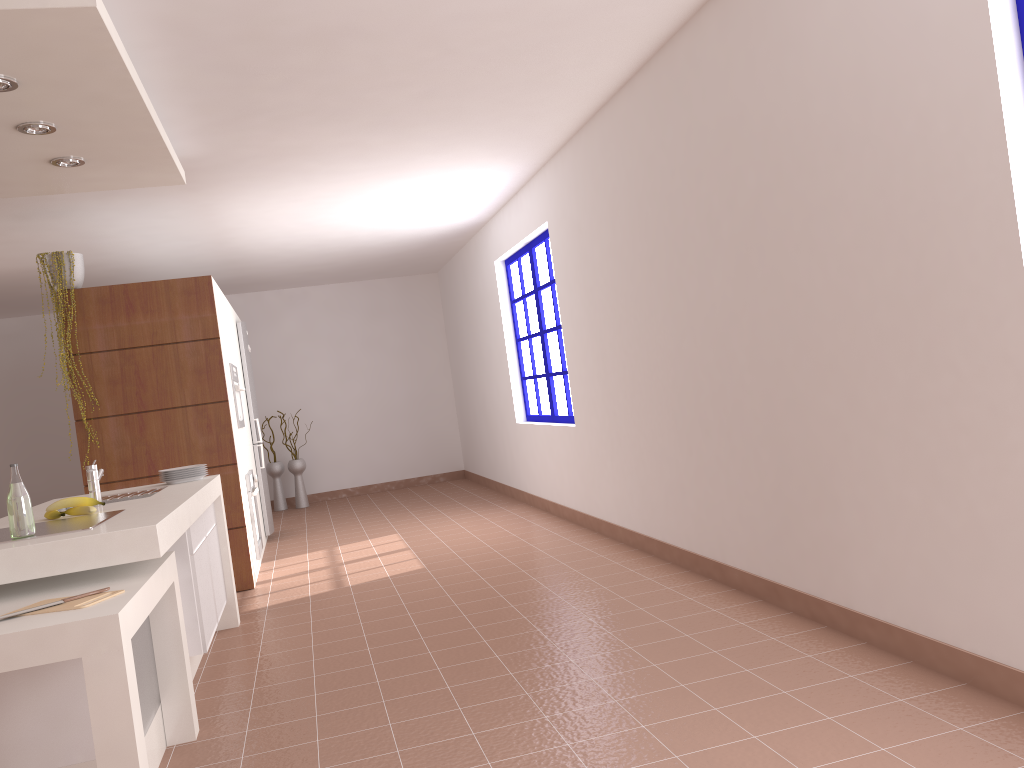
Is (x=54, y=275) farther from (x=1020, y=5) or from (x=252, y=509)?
(x=1020, y=5)

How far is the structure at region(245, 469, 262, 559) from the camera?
6.1 meters

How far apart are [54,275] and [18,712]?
3.5 meters

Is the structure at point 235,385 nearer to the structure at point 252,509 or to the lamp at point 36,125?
the structure at point 252,509

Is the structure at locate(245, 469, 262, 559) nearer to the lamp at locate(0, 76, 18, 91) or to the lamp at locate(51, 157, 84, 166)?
the lamp at locate(51, 157, 84, 166)

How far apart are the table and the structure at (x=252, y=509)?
3.1 meters

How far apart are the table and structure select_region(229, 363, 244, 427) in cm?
323

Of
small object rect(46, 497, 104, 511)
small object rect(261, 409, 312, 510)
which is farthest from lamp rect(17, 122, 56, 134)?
small object rect(261, 409, 312, 510)

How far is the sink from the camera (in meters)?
3.68

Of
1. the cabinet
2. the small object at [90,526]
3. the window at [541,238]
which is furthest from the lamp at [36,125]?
the window at [541,238]
